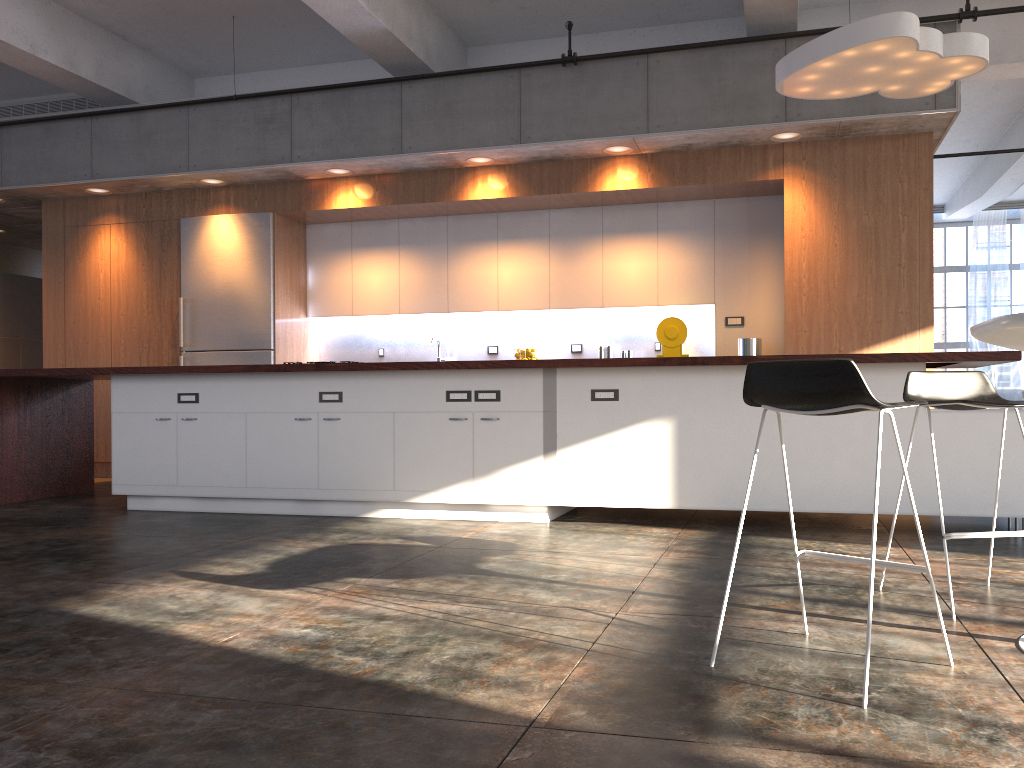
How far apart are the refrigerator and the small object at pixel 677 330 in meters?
3.5 m

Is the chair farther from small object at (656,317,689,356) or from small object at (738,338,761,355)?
small object at (656,317,689,356)

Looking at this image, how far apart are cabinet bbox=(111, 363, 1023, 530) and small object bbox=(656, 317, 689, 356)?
2.27m

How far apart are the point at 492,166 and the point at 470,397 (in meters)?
2.94

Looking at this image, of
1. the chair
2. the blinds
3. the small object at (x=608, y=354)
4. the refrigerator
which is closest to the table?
the chair

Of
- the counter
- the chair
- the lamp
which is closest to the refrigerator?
the counter

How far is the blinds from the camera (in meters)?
14.18

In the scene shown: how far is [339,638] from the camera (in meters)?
2.72

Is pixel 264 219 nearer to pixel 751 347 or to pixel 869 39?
pixel 751 347

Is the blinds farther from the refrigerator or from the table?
the table
